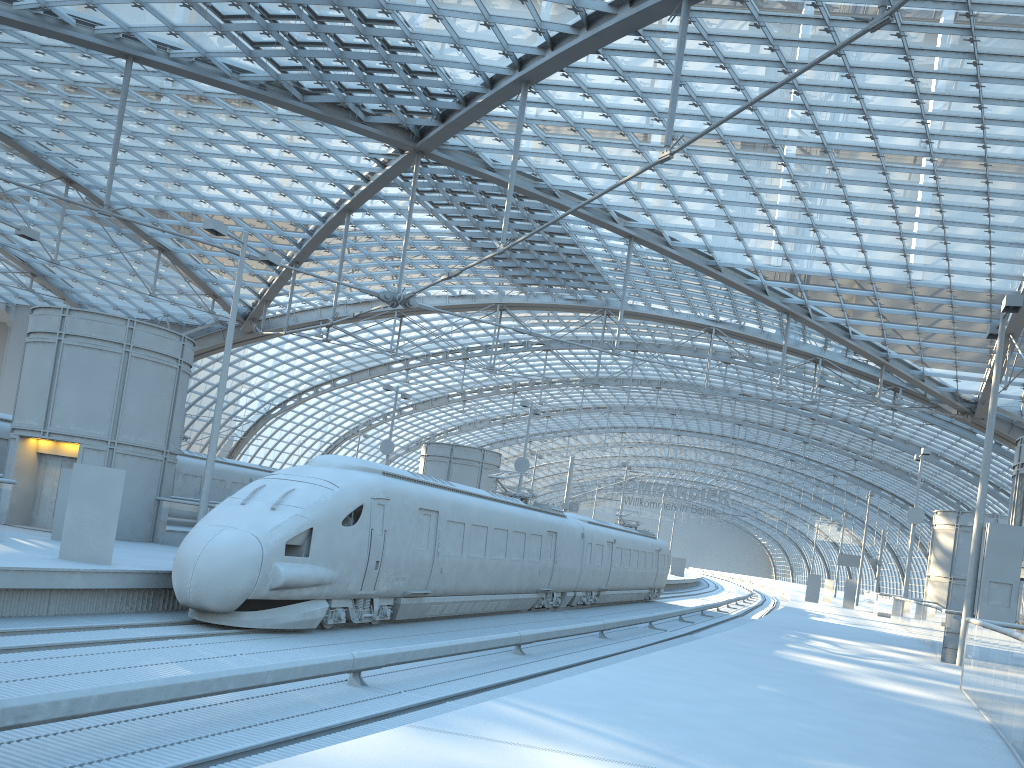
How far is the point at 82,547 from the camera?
14.9m

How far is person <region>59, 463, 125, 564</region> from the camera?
14.91m

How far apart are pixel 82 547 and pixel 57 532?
4.6 meters

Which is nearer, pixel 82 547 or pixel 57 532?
pixel 82 547

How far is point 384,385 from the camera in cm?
4373

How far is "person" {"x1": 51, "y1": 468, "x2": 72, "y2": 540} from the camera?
18.8 meters

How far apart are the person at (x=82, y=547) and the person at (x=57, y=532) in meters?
4.5 m

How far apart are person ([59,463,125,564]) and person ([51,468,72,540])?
4.46m

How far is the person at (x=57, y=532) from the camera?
18.8 meters

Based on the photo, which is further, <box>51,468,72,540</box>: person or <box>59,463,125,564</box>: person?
<box>51,468,72,540</box>: person
